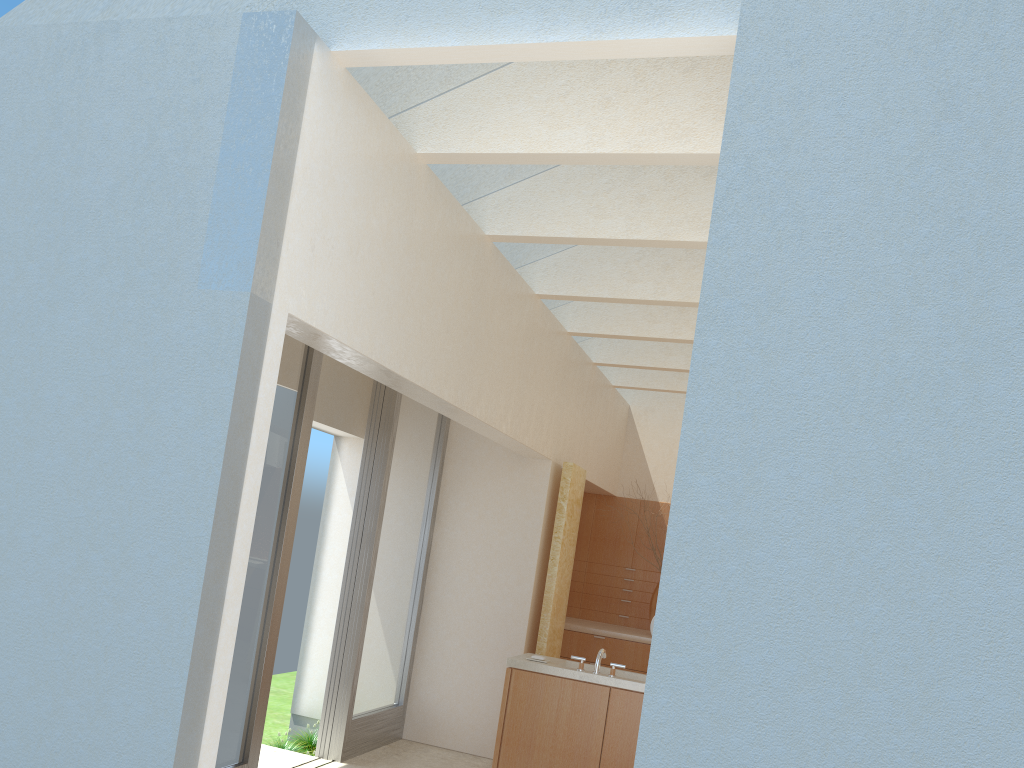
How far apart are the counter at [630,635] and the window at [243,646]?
9.3m

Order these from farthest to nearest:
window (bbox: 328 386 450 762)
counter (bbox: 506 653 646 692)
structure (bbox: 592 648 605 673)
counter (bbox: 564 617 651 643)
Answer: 1. counter (bbox: 564 617 651 643)
2. window (bbox: 328 386 450 762)
3. structure (bbox: 592 648 605 673)
4. counter (bbox: 506 653 646 692)

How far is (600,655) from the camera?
13.04m

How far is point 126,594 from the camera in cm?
725

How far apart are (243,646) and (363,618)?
3.2m

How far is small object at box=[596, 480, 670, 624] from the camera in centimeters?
2039cm

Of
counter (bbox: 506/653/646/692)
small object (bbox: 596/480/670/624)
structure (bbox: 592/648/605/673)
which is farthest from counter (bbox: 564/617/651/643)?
structure (bbox: 592/648/605/673)

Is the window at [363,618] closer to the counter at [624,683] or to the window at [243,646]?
the window at [243,646]

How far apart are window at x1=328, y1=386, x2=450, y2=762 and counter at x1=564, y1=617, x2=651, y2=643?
4.6 meters

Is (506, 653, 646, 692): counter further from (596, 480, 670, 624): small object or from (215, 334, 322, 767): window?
(596, 480, 670, 624): small object
